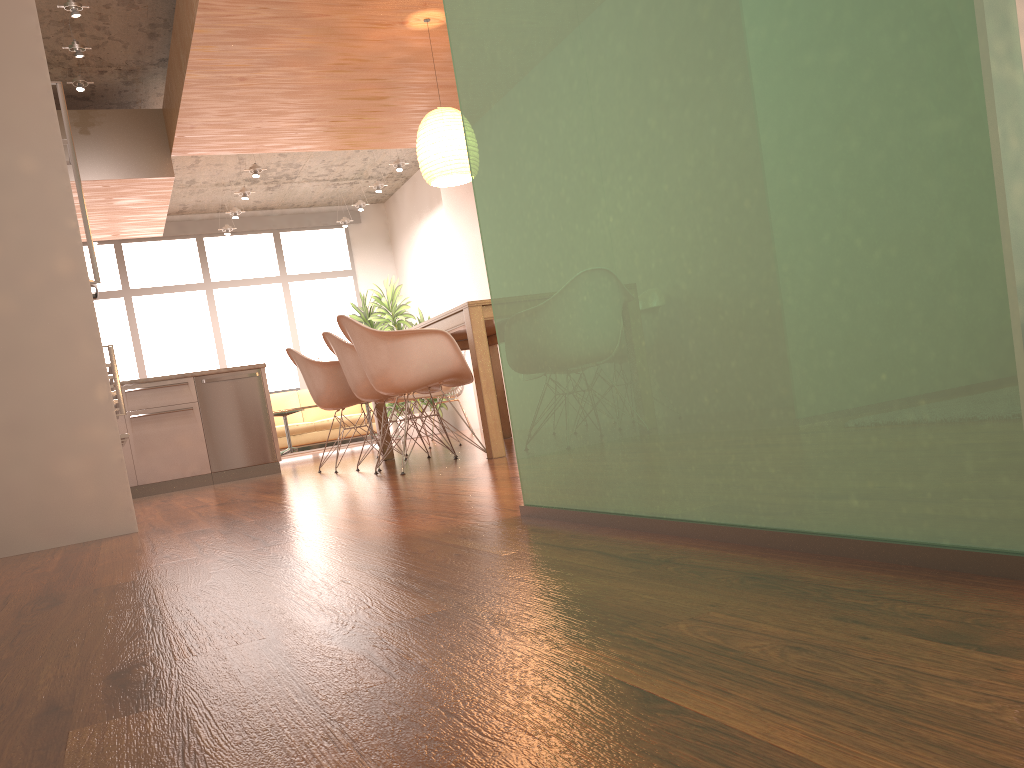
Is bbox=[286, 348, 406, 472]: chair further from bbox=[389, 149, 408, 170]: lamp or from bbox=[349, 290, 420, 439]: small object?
bbox=[349, 290, 420, 439]: small object

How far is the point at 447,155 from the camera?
5.7m

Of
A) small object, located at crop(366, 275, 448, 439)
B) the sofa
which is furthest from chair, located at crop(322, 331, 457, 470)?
small object, located at crop(366, 275, 448, 439)

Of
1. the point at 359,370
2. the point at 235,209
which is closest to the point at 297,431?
the point at 235,209

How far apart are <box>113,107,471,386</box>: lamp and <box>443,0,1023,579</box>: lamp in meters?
3.7 m

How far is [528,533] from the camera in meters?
1.8 m

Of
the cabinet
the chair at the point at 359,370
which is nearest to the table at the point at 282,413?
the cabinet

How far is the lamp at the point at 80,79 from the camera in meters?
6.4

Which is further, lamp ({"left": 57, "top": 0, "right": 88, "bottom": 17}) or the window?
the window

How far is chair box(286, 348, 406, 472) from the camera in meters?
5.8 m
